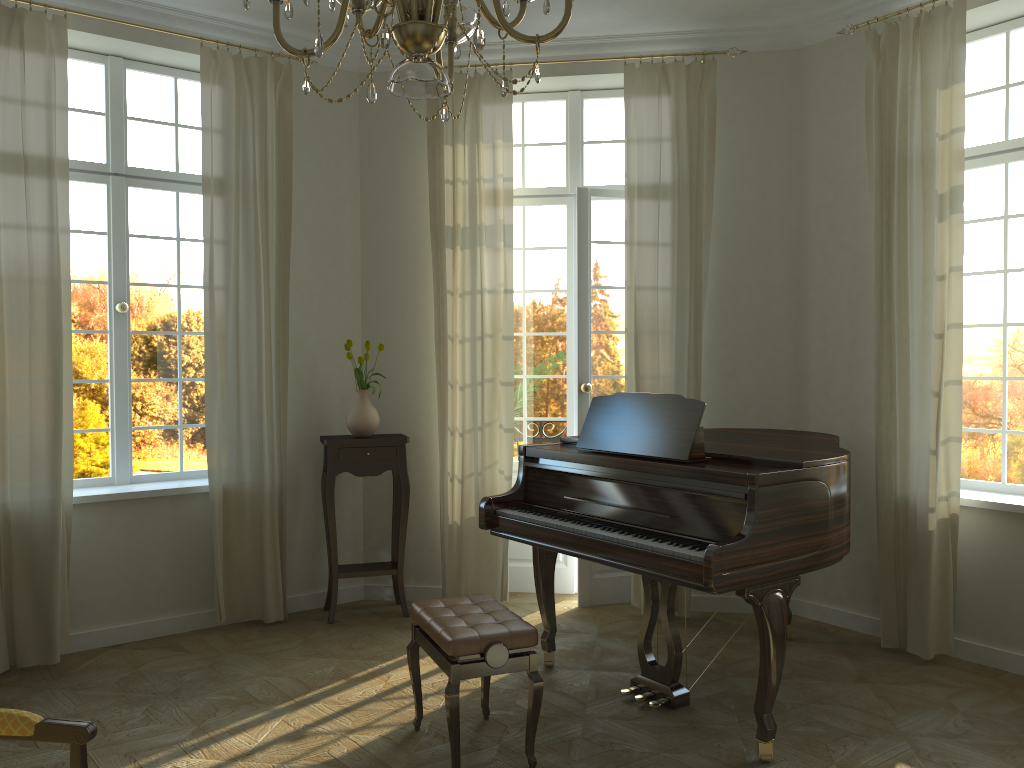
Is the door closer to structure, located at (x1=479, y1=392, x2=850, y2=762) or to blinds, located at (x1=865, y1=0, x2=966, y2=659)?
structure, located at (x1=479, y1=392, x2=850, y2=762)

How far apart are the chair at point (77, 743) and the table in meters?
3.1 m

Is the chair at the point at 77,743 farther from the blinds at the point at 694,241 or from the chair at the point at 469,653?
the blinds at the point at 694,241

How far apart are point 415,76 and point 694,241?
3.8 meters

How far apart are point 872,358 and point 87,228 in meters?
4.6 m

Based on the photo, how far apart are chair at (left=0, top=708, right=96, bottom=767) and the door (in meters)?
3.81

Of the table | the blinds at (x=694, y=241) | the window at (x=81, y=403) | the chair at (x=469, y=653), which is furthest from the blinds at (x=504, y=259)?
the chair at (x=469, y=653)

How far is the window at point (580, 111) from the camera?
5.9 meters

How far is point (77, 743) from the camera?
2.2 meters

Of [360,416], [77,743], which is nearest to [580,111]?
[360,416]
